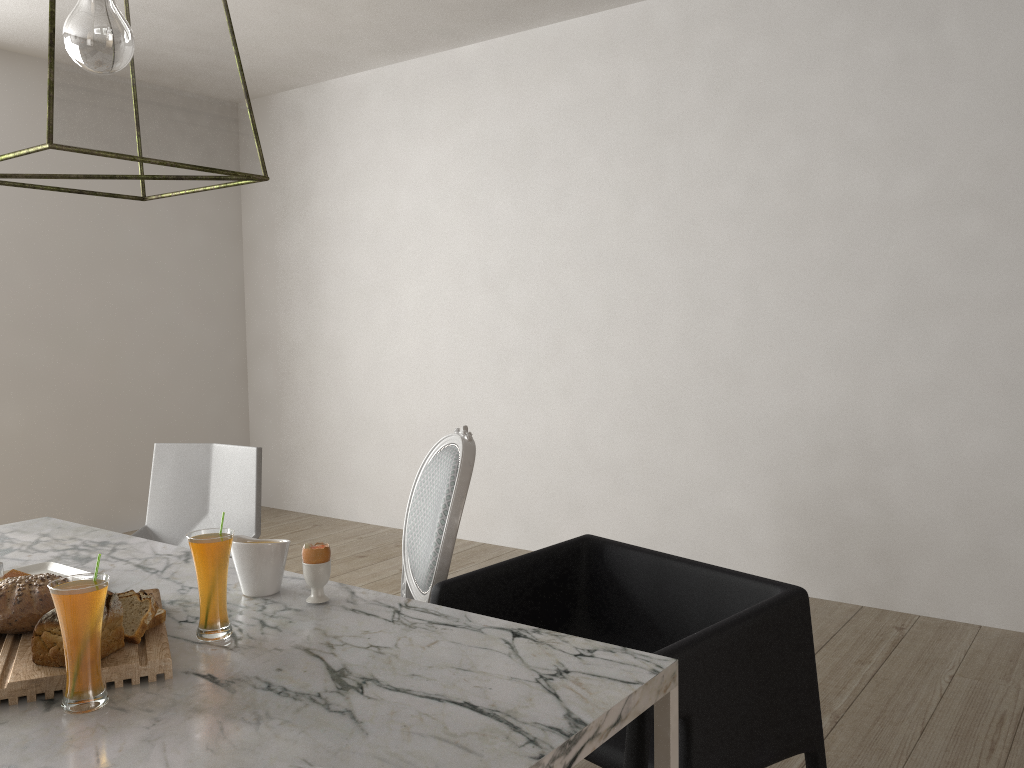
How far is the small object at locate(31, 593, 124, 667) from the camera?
1.2 meters

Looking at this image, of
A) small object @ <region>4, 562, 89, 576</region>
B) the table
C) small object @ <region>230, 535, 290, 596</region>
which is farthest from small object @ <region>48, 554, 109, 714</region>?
small object @ <region>4, 562, 89, 576</region>

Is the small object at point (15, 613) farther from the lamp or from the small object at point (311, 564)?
the lamp

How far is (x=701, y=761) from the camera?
1.39m

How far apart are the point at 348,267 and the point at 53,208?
1.4m

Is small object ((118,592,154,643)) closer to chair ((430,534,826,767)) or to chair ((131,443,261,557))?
chair ((430,534,826,767))

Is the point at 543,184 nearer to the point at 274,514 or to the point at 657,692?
the point at 274,514

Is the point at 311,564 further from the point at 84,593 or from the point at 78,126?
the point at 78,126

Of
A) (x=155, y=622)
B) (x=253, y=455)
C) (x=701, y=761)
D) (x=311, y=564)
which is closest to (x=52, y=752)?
(x=155, y=622)

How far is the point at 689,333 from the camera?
3.6 meters
